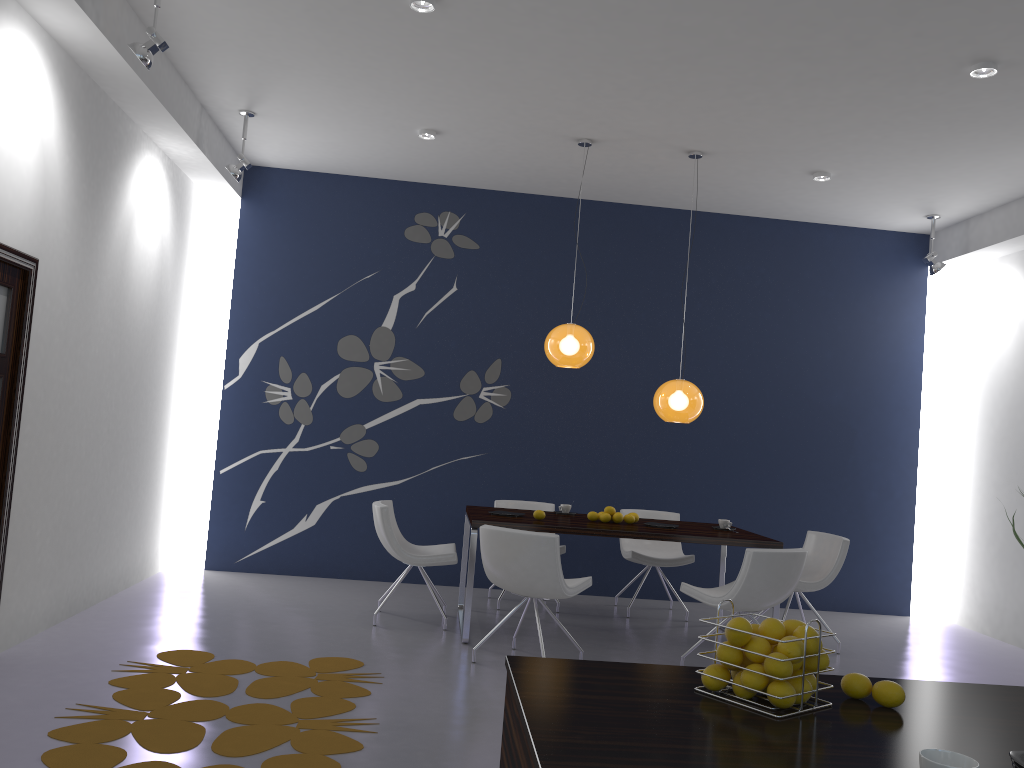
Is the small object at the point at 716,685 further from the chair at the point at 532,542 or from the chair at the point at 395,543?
the chair at the point at 395,543

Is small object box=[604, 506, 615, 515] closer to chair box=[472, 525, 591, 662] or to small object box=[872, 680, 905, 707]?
chair box=[472, 525, 591, 662]

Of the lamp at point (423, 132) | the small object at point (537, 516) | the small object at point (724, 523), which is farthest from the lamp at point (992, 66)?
the small object at point (537, 516)

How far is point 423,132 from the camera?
6.4m

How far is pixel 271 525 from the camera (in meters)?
7.57

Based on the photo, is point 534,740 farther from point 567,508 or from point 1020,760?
point 567,508

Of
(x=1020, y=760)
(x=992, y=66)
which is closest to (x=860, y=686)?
(x=1020, y=760)

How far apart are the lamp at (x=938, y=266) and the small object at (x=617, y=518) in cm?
367

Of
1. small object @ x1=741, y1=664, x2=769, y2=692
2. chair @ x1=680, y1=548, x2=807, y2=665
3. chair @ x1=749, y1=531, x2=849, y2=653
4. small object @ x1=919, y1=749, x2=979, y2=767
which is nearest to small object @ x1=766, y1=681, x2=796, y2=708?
small object @ x1=741, y1=664, x2=769, y2=692

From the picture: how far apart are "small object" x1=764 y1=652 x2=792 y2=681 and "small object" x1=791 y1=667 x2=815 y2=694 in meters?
0.1
